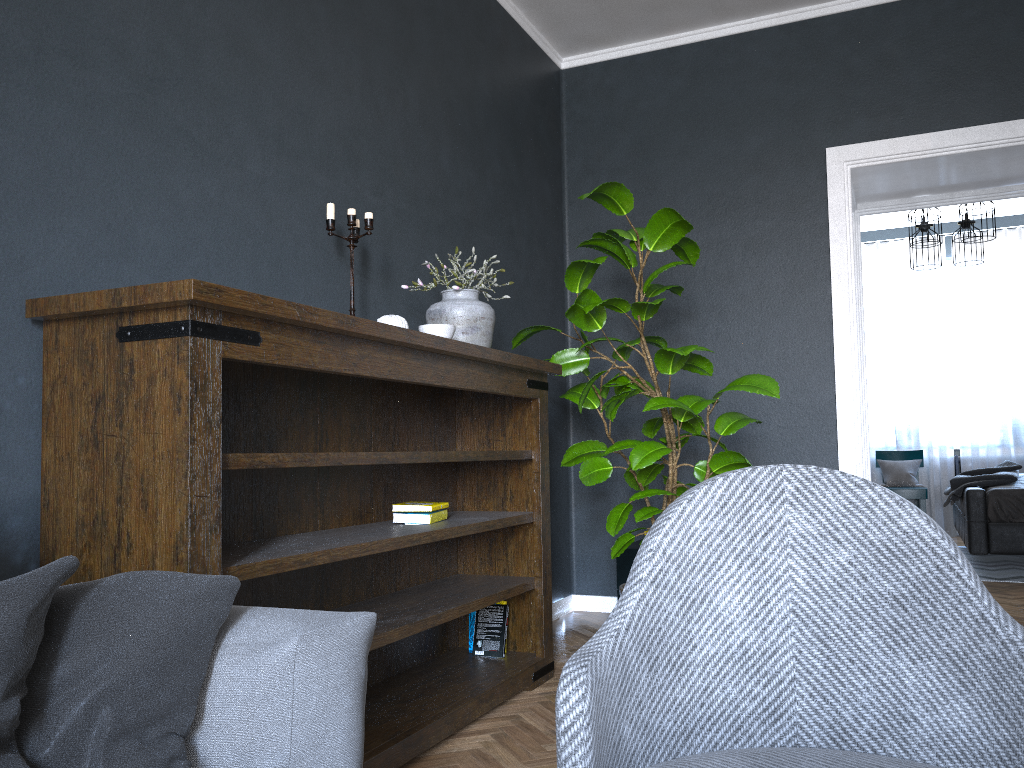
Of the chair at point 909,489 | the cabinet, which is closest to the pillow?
the cabinet

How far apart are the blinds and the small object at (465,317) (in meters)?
6.31

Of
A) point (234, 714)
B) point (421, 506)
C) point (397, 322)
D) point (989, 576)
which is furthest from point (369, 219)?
point (989, 576)

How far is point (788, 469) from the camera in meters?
1.4 m

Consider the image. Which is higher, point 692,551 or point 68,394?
point 68,394

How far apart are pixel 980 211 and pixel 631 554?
3.78m

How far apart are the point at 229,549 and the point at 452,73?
2.3m

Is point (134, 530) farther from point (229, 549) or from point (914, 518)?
point (914, 518)

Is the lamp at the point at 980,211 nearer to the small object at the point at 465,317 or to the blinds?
the blinds

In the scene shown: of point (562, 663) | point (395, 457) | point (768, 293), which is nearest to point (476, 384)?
point (395, 457)
